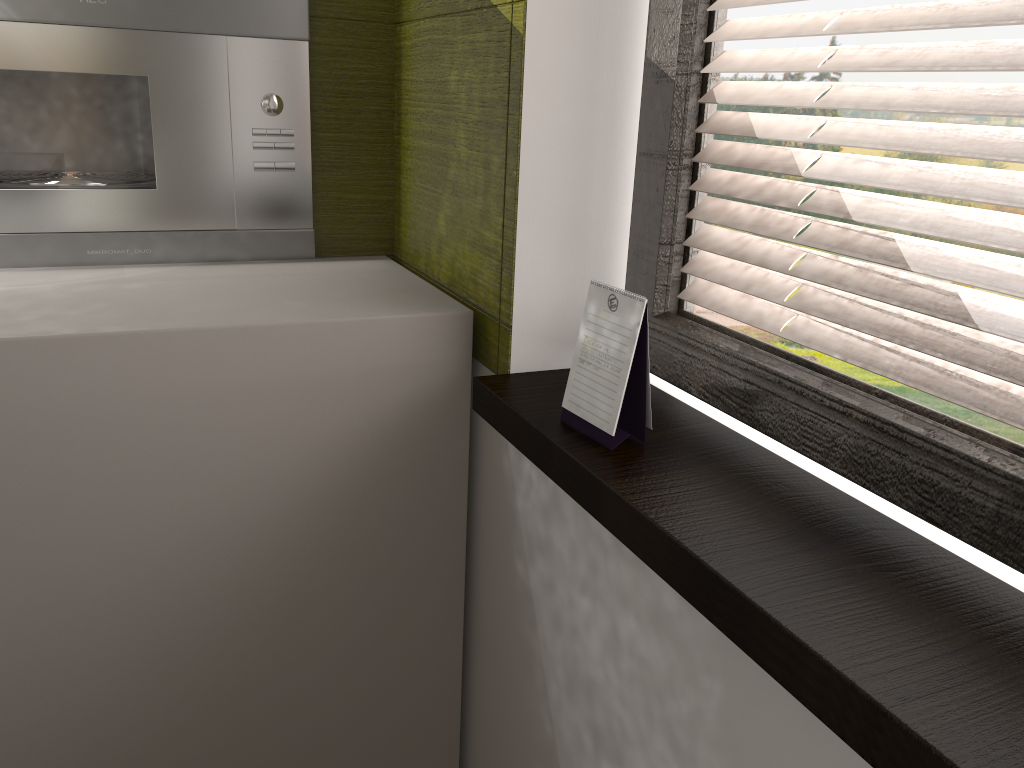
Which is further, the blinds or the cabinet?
the cabinet

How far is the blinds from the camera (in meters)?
0.76

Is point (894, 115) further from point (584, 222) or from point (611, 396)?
point (611, 396)

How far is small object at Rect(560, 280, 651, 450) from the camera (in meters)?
0.97

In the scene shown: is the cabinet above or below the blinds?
below

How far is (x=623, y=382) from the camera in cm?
97

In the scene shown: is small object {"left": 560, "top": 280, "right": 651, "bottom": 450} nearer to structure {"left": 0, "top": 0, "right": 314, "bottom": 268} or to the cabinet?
the cabinet

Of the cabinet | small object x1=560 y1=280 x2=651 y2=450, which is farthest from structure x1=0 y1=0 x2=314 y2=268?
small object x1=560 y1=280 x2=651 y2=450

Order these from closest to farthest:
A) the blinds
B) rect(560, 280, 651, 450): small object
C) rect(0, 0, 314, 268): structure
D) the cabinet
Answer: the blinds → rect(560, 280, 651, 450): small object → the cabinet → rect(0, 0, 314, 268): structure

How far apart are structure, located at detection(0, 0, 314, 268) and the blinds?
0.8m
